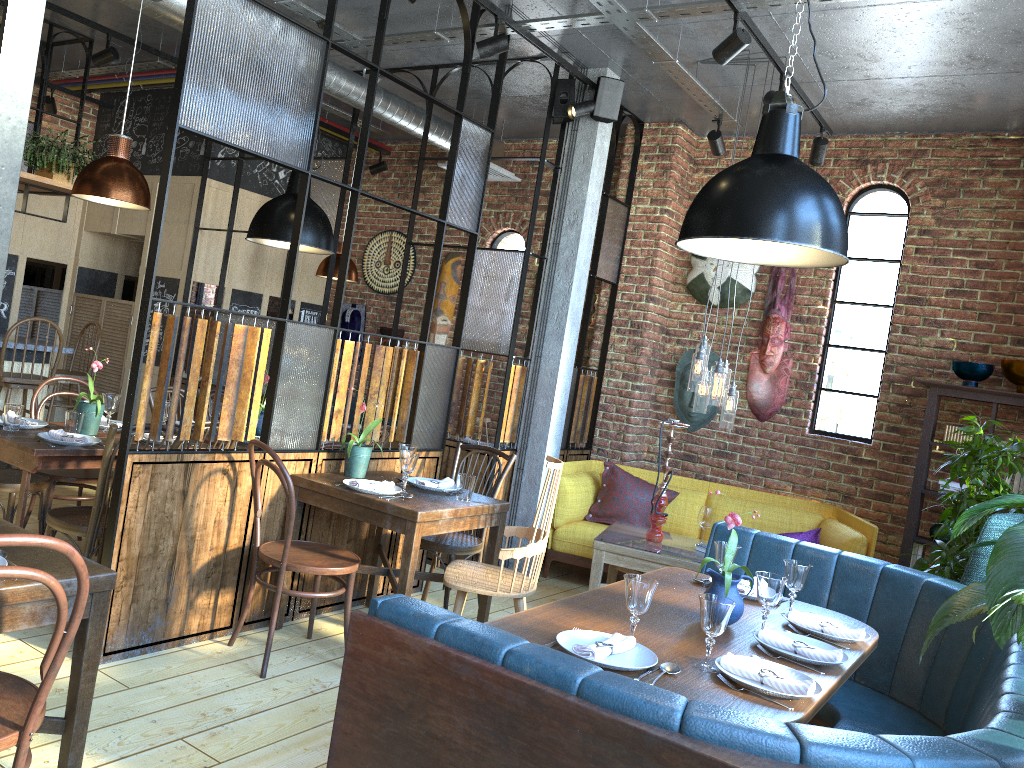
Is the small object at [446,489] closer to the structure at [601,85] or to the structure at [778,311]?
the structure at [601,85]

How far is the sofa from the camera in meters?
5.7

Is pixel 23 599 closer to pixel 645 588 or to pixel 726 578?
pixel 645 588

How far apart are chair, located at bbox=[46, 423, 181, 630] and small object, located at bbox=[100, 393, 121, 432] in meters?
0.6 m

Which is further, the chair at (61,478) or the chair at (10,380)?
the chair at (10,380)

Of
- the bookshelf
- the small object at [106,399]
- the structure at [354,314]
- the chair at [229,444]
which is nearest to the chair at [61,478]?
the small object at [106,399]

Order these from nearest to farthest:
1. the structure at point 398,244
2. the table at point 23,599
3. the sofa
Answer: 1. the table at point 23,599
2. the sofa
3. the structure at point 398,244

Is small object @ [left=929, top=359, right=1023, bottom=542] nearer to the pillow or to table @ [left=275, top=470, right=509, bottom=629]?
the pillow

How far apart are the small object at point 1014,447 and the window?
1.07m

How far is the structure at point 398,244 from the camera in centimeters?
824cm
